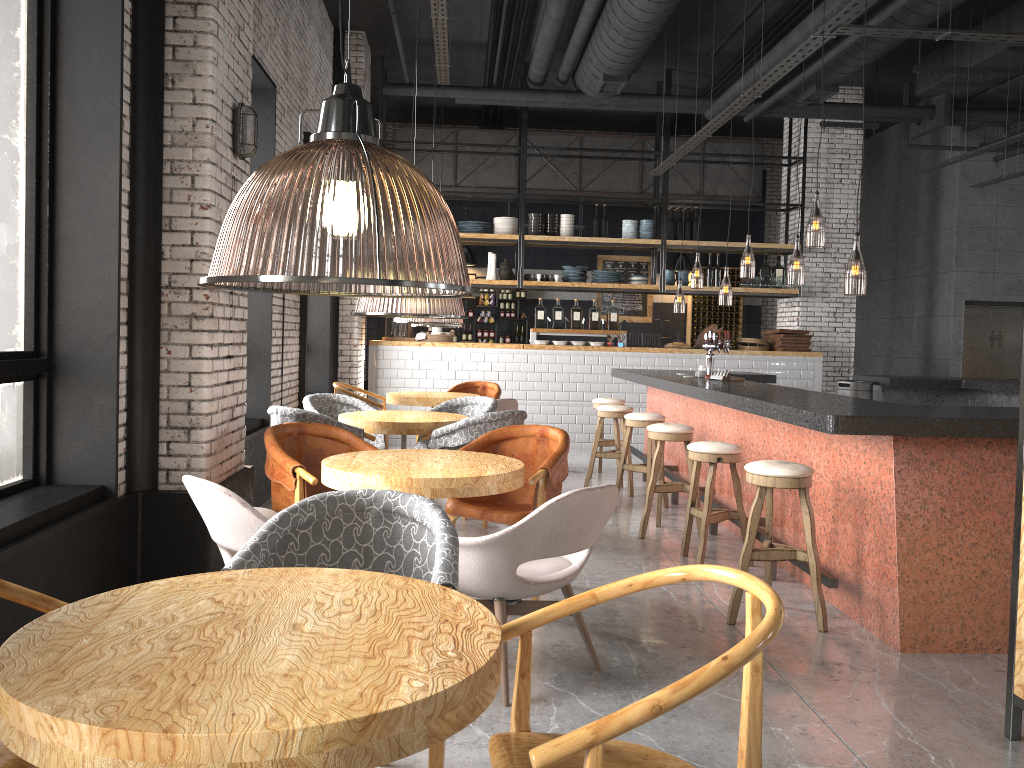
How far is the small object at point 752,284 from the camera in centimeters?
1193cm

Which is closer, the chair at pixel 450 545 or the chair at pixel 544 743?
the chair at pixel 544 743

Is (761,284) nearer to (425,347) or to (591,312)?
(591,312)

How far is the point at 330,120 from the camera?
1.7 meters

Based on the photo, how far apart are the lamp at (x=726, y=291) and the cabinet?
1.4 meters

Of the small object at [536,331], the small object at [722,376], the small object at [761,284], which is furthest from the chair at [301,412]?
the small object at [761,284]

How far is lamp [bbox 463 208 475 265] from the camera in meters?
14.6

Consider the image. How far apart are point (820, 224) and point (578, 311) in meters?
3.2 m

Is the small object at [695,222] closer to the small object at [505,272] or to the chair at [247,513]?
the small object at [505,272]

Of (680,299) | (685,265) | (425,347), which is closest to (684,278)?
(685,265)
